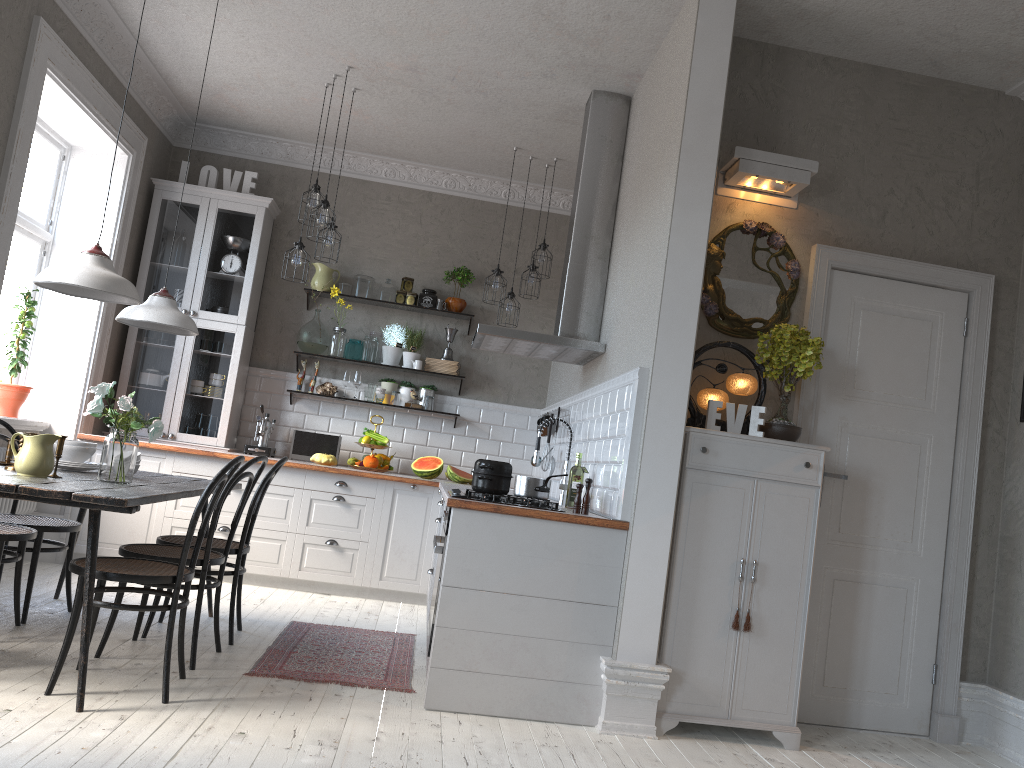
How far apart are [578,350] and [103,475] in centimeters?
249cm

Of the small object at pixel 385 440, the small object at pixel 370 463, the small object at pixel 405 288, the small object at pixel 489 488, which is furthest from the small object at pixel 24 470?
the small object at pixel 405 288

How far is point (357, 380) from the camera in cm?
681

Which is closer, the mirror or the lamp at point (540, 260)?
the mirror

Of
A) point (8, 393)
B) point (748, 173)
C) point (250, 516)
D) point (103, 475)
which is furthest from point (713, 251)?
point (8, 393)

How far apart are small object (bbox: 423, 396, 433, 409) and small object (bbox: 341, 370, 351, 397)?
0.6 meters

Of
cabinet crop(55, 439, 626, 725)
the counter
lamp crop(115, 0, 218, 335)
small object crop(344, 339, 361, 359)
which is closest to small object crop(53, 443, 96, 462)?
lamp crop(115, 0, 218, 335)

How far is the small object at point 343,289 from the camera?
6.9m

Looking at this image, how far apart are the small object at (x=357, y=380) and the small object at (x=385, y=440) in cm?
44

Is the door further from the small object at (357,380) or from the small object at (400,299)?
the small object at (357,380)
